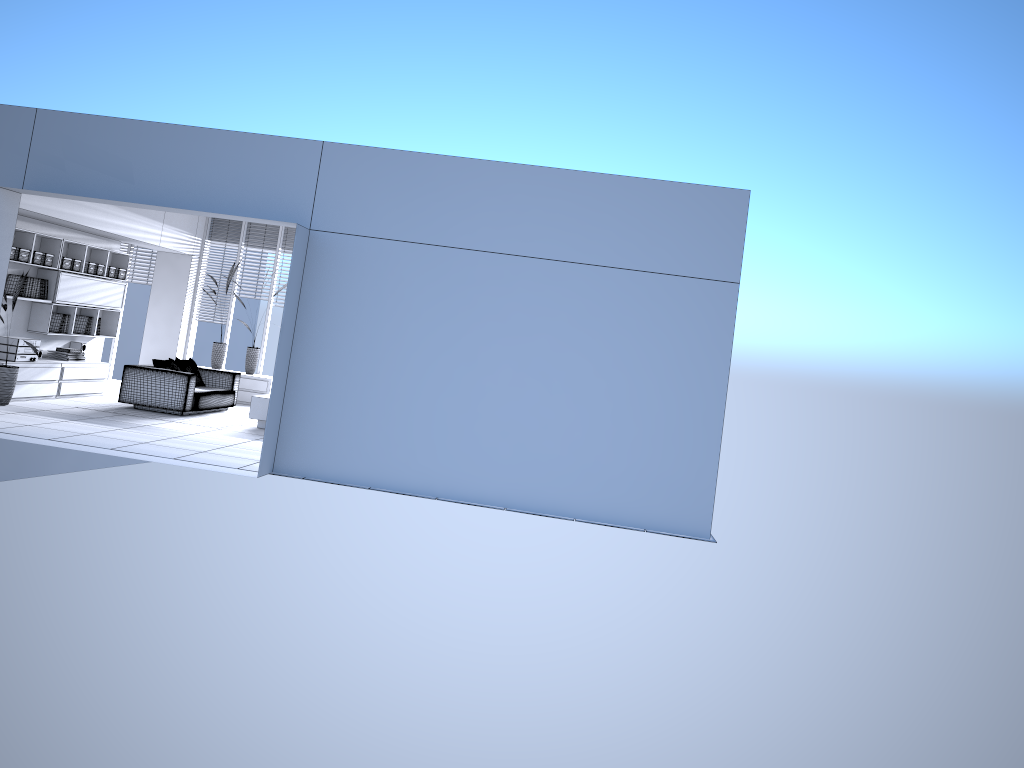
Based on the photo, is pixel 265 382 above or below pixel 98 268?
below

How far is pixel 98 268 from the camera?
12.2 meters

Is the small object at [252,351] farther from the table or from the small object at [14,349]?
the small object at [14,349]

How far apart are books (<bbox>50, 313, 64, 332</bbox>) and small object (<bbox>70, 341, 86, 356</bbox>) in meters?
0.7

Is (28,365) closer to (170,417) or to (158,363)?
(158,363)

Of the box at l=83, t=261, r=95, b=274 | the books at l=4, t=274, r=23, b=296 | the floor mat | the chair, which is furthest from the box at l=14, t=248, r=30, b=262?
the floor mat

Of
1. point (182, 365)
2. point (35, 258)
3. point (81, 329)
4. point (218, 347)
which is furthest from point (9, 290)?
point (218, 347)

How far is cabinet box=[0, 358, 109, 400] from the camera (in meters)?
10.62

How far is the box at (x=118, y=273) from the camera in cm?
1273

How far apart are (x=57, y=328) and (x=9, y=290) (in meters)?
1.02
